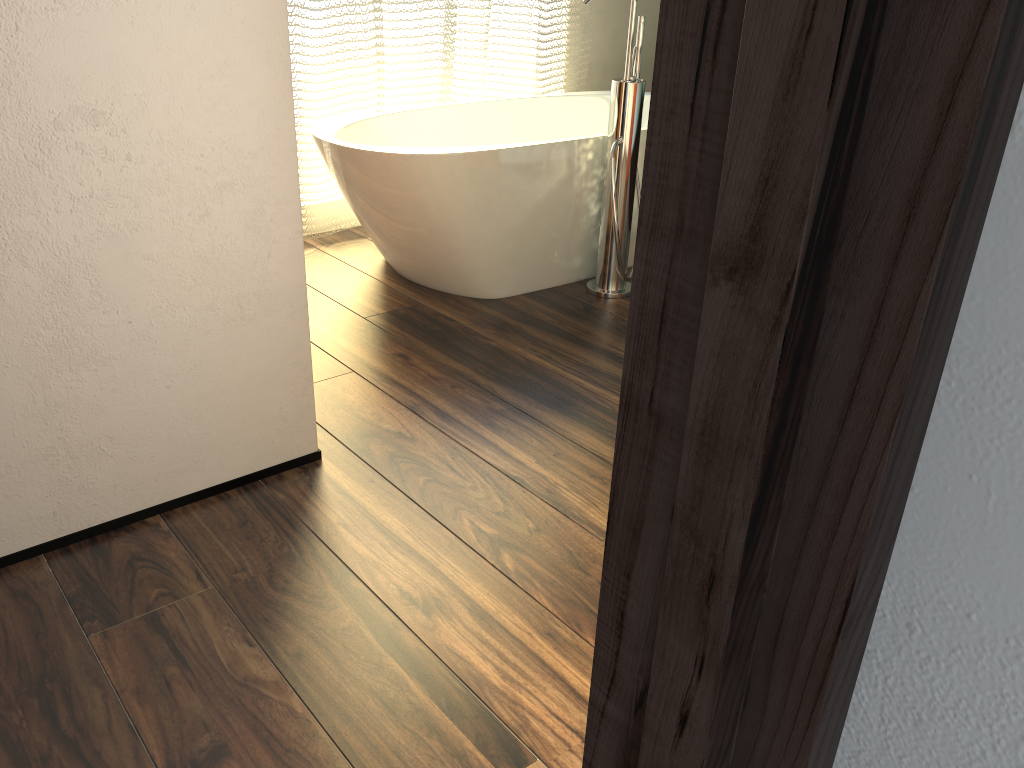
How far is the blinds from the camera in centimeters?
302cm

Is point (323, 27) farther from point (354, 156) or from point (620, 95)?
point (620, 95)

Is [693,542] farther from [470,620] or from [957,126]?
[470,620]

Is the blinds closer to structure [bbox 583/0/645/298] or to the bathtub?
the bathtub

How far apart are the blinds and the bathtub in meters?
0.1

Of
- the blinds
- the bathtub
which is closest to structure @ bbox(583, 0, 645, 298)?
the bathtub

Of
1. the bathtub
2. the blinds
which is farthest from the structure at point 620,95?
the blinds

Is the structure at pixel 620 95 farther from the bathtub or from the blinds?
the blinds

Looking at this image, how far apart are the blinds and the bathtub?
0.13m

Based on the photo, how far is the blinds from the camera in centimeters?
302cm
